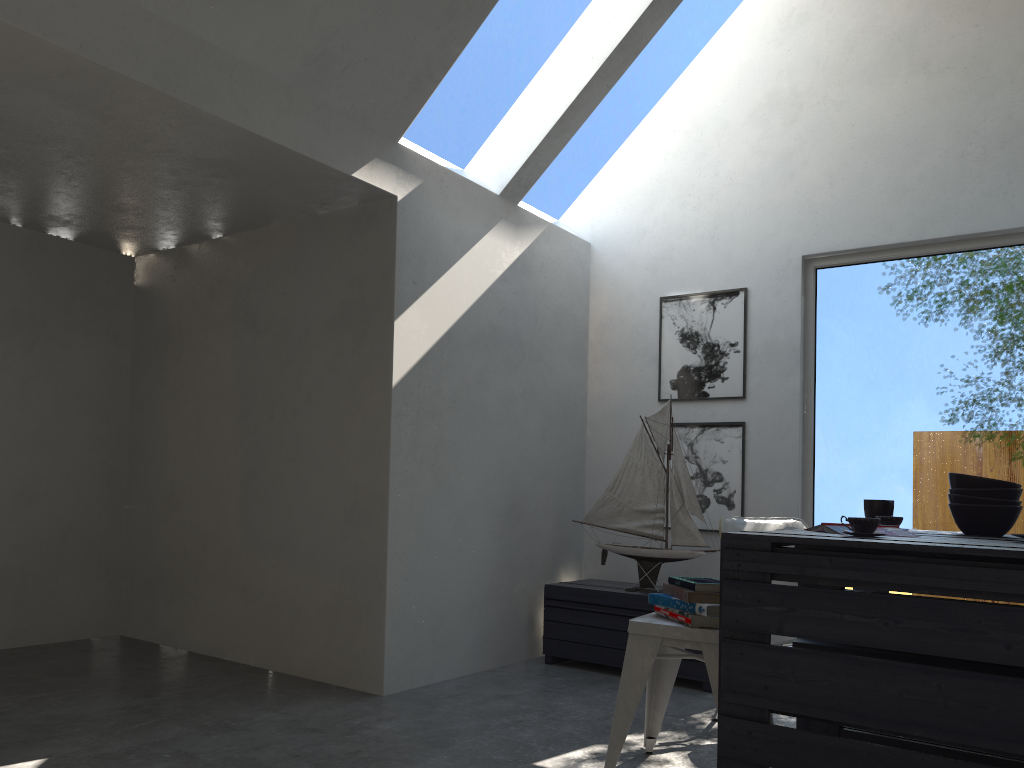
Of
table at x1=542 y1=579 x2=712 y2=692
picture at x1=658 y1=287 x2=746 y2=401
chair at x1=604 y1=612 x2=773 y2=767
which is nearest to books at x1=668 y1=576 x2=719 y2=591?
chair at x1=604 y1=612 x2=773 y2=767

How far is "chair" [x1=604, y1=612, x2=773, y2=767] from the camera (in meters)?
2.62

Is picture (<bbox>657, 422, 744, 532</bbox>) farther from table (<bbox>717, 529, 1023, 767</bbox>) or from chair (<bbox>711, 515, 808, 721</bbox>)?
table (<bbox>717, 529, 1023, 767</bbox>)

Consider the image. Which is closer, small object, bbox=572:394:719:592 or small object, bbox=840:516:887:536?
small object, bbox=840:516:887:536

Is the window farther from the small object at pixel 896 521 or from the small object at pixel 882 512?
the small object at pixel 896 521

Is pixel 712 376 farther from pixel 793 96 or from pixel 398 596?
pixel 398 596

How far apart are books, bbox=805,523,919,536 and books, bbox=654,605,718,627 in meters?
0.5 m

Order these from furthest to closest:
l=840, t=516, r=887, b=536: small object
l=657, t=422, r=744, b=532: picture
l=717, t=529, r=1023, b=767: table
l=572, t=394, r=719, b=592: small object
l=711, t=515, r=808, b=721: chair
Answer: l=657, t=422, r=744, b=532: picture
l=572, t=394, r=719, b=592: small object
l=711, t=515, r=808, b=721: chair
l=840, t=516, r=887, b=536: small object
l=717, t=529, r=1023, b=767: table

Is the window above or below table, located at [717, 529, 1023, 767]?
above

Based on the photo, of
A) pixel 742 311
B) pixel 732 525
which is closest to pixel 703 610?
pixel 732 525
